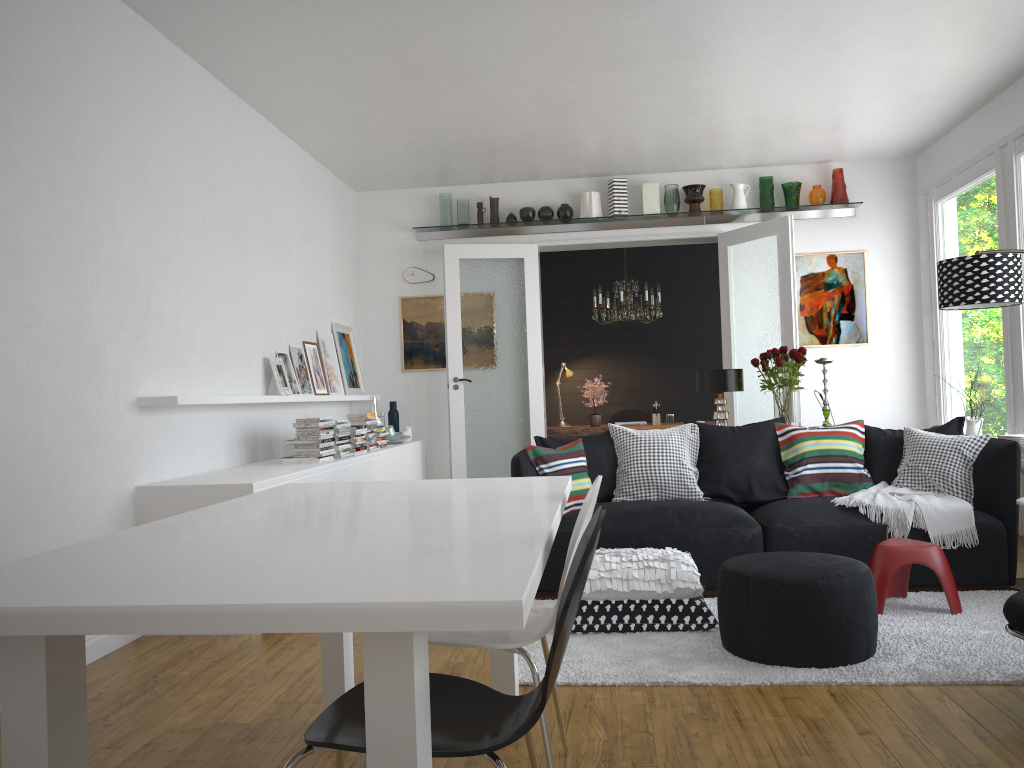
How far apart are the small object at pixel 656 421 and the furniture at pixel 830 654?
5.2 meters

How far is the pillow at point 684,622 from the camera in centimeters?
387cm

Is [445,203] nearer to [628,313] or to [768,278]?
[628,313]

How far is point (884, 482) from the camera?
5.0m

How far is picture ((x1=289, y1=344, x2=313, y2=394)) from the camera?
6.51m

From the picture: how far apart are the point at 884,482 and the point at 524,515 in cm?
364

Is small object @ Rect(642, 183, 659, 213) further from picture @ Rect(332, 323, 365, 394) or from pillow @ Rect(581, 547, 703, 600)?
pillow @ Rect(581, 547, 703, 600)

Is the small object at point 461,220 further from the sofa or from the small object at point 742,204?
the sofa

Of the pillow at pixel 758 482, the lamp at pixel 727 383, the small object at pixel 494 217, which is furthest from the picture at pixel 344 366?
the pillow at pixel 758 482

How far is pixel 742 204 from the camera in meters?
7.8 m
